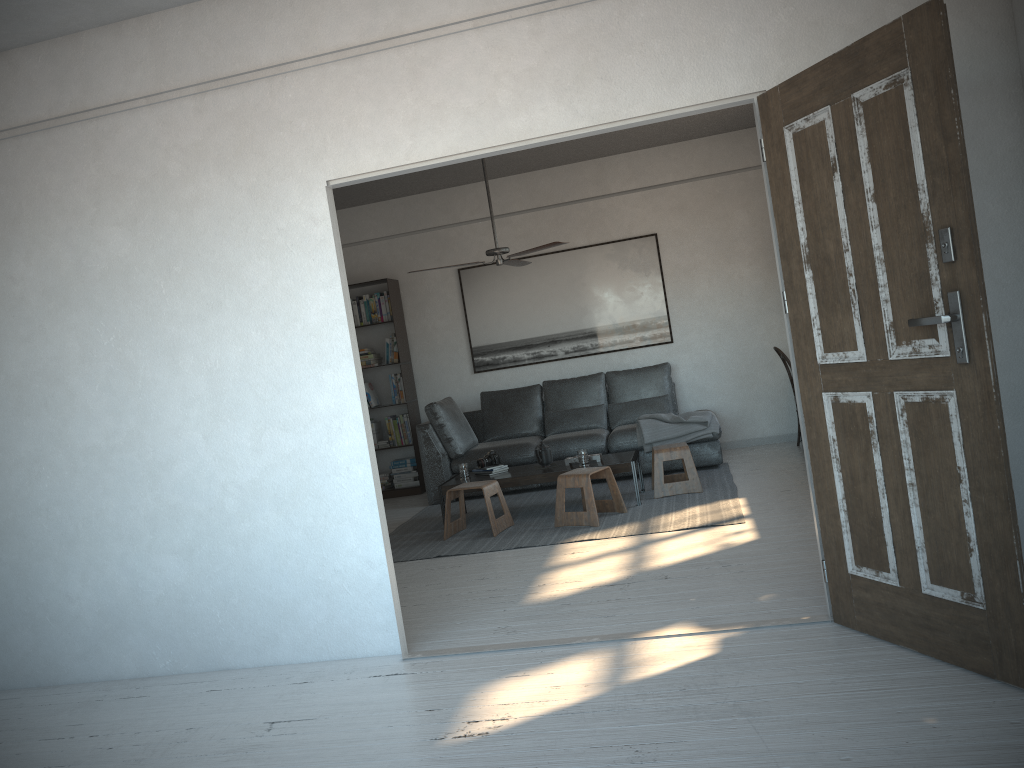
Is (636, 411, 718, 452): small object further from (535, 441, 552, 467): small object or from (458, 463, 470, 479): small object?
(458, 463, 470, 479): small object

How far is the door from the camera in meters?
2.5 m

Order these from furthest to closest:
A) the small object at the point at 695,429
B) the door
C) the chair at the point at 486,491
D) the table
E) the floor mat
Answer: the small object at the point at 695,429
the table
the chair at the point at 486,491
the floor mat
the door

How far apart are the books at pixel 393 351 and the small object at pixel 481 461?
1.99m

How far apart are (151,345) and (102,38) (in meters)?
1.36

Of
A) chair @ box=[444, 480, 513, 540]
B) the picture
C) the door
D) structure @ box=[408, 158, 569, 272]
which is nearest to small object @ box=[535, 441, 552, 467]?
chair @ box=[444, 480, 513, 540]

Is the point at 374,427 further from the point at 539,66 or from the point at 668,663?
the point at 668,663

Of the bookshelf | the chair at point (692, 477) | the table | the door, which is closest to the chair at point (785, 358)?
the chair at point (692, 477)

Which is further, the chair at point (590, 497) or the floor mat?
the chair at point (590, 497)

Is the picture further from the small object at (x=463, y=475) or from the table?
the small object at (x=463, y=475)
